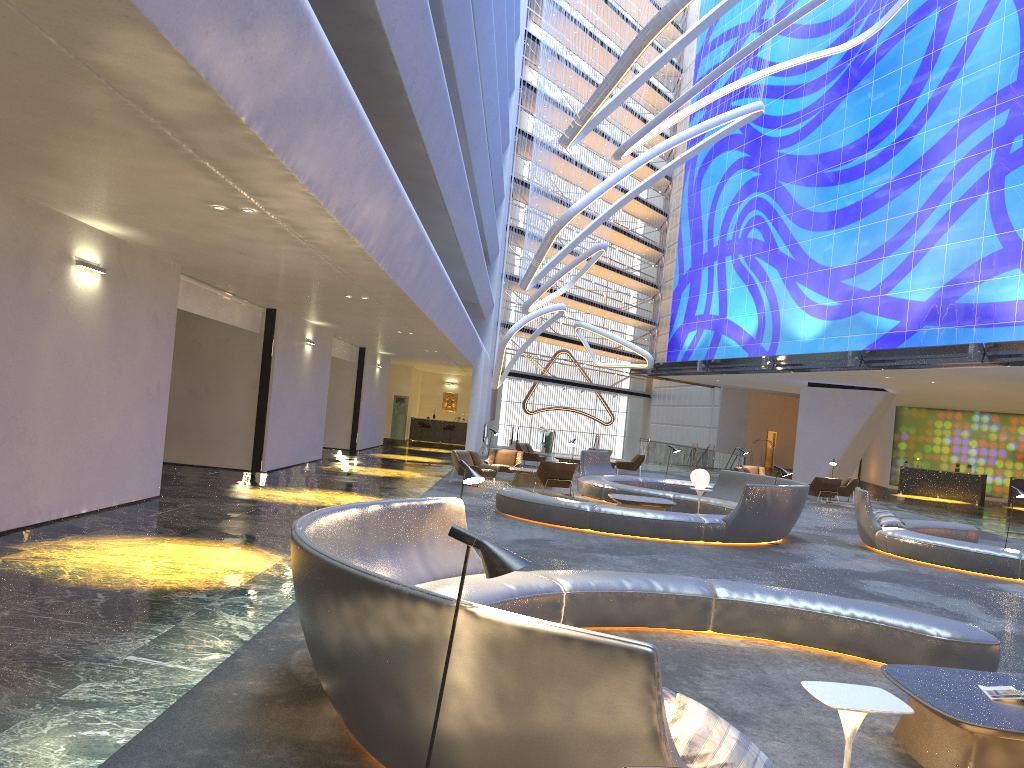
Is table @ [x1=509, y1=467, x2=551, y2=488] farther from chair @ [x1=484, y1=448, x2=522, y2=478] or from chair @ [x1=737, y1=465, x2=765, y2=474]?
chair @ [x1=737, y1=465, x2=765, y2=474]

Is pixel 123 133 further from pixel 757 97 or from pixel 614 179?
pixel 757 97

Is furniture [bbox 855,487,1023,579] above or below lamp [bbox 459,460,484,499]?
below

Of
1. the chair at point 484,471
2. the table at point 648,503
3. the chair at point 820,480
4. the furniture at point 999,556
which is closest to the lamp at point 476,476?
the table at point 648,503

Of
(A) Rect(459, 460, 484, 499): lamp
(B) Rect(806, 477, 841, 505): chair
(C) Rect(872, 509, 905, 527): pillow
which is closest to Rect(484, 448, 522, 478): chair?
(B) Rect(806, 477, 841, 505): chair

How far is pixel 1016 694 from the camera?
4.9m

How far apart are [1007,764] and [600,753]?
2.7m

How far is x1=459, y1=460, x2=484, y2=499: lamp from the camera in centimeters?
717cm

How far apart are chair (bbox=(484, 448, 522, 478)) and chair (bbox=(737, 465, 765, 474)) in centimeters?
944cm

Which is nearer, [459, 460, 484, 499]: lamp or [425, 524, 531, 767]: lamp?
[425, 524, 531, 767]: lamp
